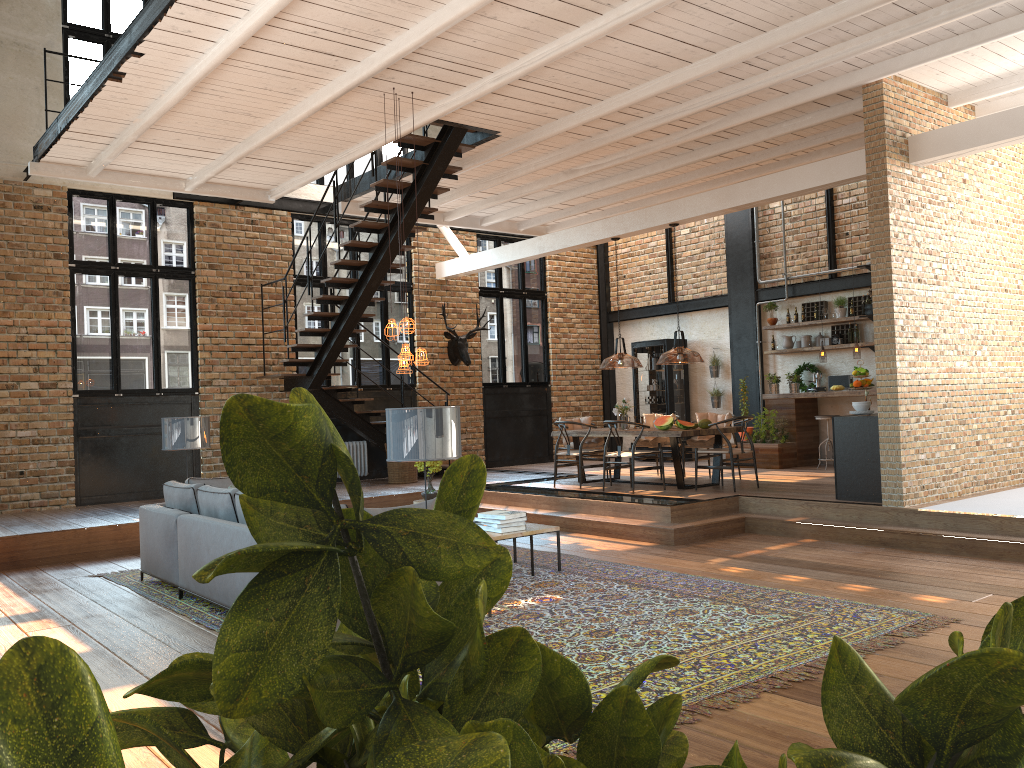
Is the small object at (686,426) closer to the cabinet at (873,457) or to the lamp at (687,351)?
the lamp at (687,351)

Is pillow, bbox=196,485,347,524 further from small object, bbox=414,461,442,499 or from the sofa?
small object, bbox=414,461,442,499

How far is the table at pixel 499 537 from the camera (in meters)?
7.06

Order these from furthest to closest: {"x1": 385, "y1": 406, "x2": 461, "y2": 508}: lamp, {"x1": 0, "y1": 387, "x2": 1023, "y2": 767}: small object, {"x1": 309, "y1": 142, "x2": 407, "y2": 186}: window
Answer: {"x1": 309, "y1": 142, "x2": 407, "y2": 186}: window, {"x1": 385, "y1": 406, "x2": 461, "y2": 508}: lamp, {"x1": 0, "y1": 387, "x2": 1023, "y2": 767}: small object

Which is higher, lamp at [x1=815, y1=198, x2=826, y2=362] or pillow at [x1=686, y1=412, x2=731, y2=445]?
lamp at [x1=815, y1=198, x2=826, y2=362]

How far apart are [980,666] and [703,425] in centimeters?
1058cm

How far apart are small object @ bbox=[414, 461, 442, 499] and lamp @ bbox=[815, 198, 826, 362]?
6.2 meters

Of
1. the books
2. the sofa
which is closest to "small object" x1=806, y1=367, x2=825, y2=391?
the books

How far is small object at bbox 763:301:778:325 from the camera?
14.0m

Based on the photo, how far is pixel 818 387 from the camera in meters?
13.1
